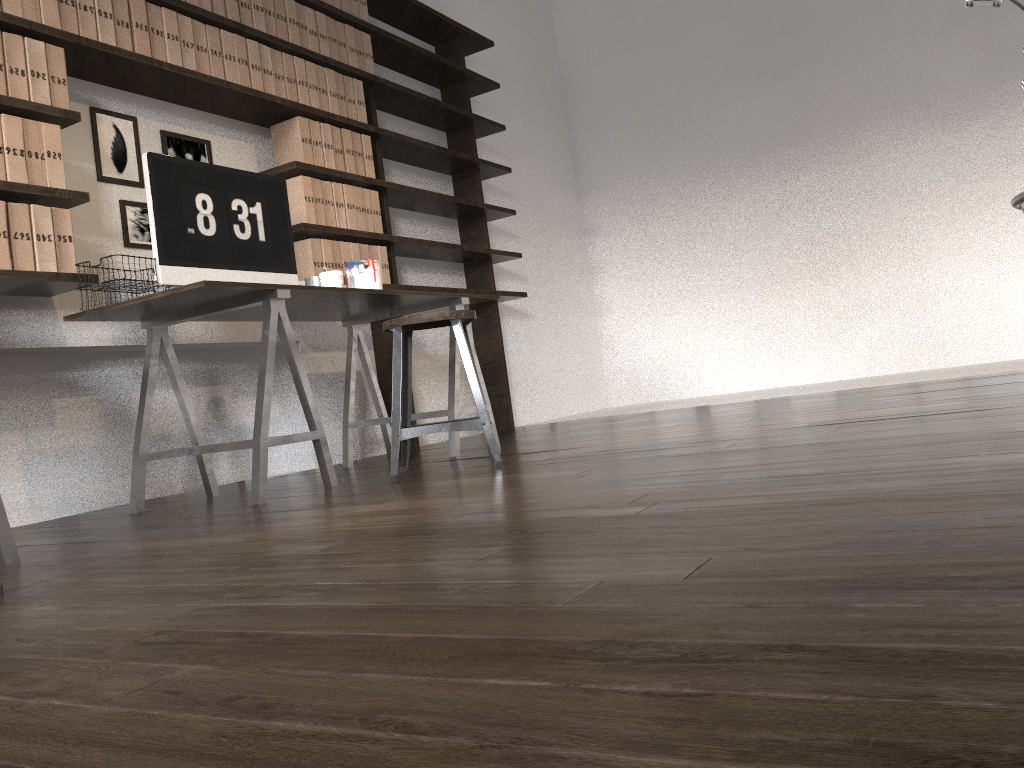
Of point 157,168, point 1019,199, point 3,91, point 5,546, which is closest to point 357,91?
point 157,168

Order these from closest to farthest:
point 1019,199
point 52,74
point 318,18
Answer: point 1019,199, point 52,74, point 318,18

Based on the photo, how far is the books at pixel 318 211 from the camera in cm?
391

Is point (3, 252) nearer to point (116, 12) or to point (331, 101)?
point (116, 12)

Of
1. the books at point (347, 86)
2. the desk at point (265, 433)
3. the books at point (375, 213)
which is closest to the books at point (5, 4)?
the desk at point (265, 433)

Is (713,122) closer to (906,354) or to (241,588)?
(906,354)

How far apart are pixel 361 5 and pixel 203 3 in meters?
1.1 m

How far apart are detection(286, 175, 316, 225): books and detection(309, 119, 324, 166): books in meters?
0.1

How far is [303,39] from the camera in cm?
396

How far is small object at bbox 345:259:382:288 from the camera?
3.6m
